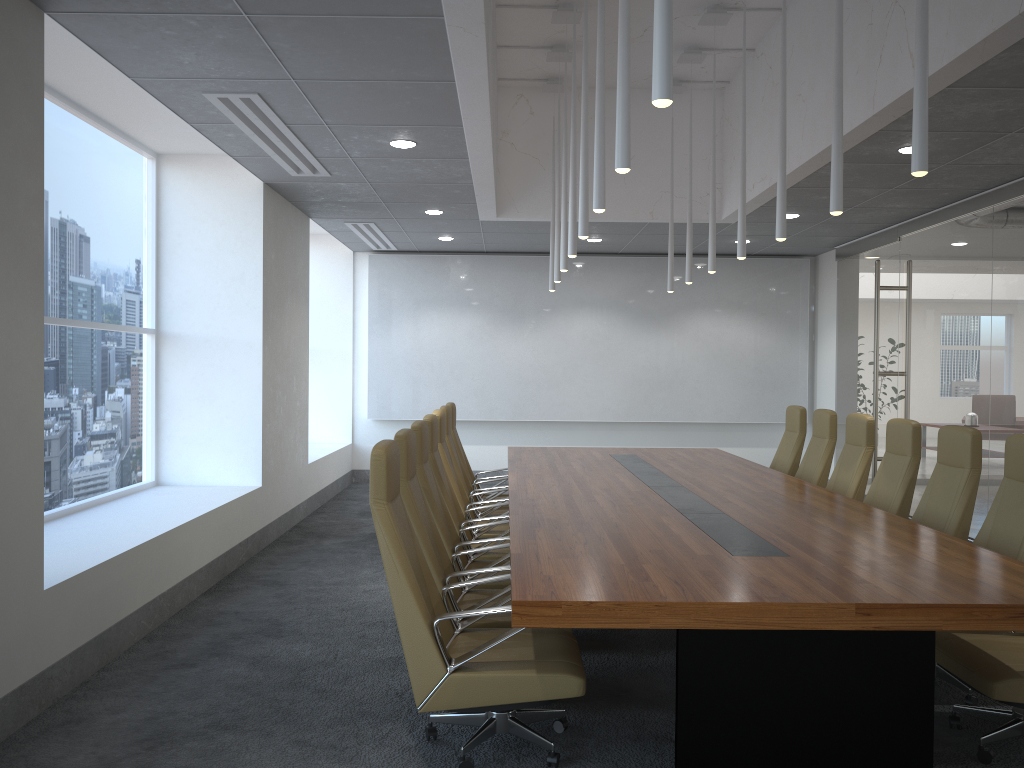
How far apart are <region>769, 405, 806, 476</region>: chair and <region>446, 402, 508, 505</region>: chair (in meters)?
2.93

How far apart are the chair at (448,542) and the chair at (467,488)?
1.8m

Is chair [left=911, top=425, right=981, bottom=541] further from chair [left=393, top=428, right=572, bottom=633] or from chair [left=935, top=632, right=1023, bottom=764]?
chair [left=393, top=428, right=572, bottom=633]

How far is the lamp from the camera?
2.9 meters

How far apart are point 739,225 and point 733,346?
6.6m

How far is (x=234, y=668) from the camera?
5.1 meters

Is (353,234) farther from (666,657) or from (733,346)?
(666,657)

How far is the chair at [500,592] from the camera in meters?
4.6

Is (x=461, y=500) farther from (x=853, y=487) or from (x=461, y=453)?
(x=853, y=487)

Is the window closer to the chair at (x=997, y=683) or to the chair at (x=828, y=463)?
the chair at (x=997, y=683)
